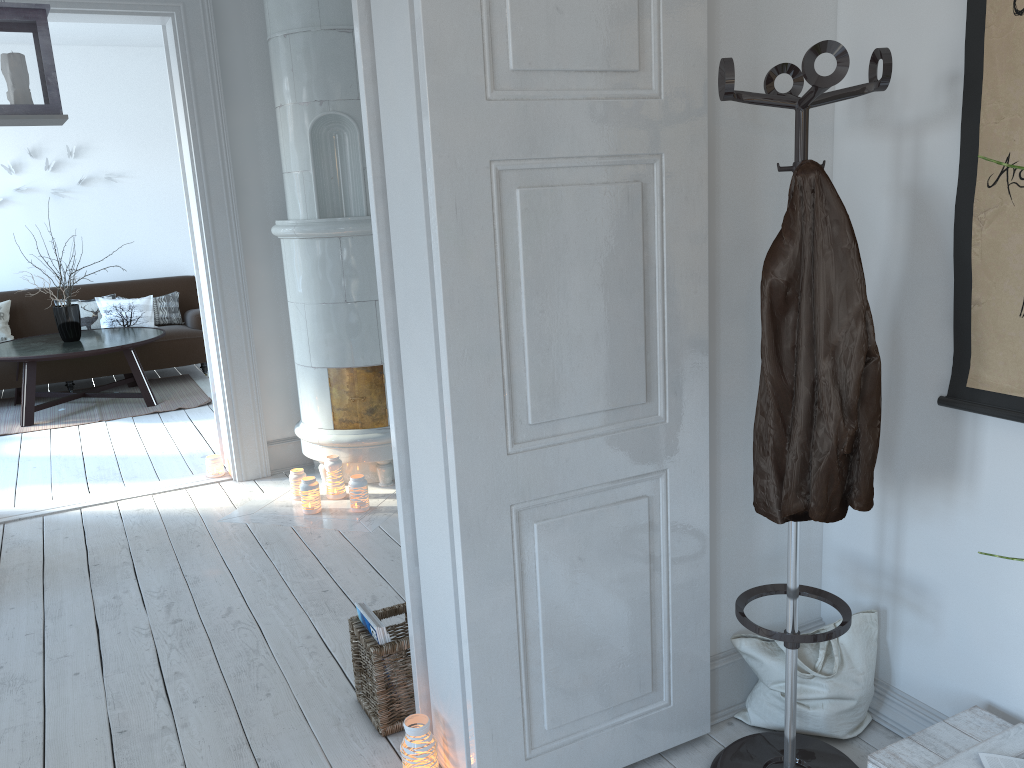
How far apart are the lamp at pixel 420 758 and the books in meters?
0.3

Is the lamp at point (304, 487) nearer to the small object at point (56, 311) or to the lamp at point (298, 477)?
the lamp at point (298, 477)

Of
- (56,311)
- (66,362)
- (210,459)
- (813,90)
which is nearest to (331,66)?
(210,459)

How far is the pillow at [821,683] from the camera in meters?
2.2

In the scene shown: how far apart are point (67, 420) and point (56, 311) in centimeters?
86cm

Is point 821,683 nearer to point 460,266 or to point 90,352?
point 460,266

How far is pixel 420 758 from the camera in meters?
2.1

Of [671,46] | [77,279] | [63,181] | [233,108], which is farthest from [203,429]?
[671,46]

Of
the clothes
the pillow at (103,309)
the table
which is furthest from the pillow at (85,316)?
the clothes

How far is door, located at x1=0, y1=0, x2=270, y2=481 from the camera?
4.22m
